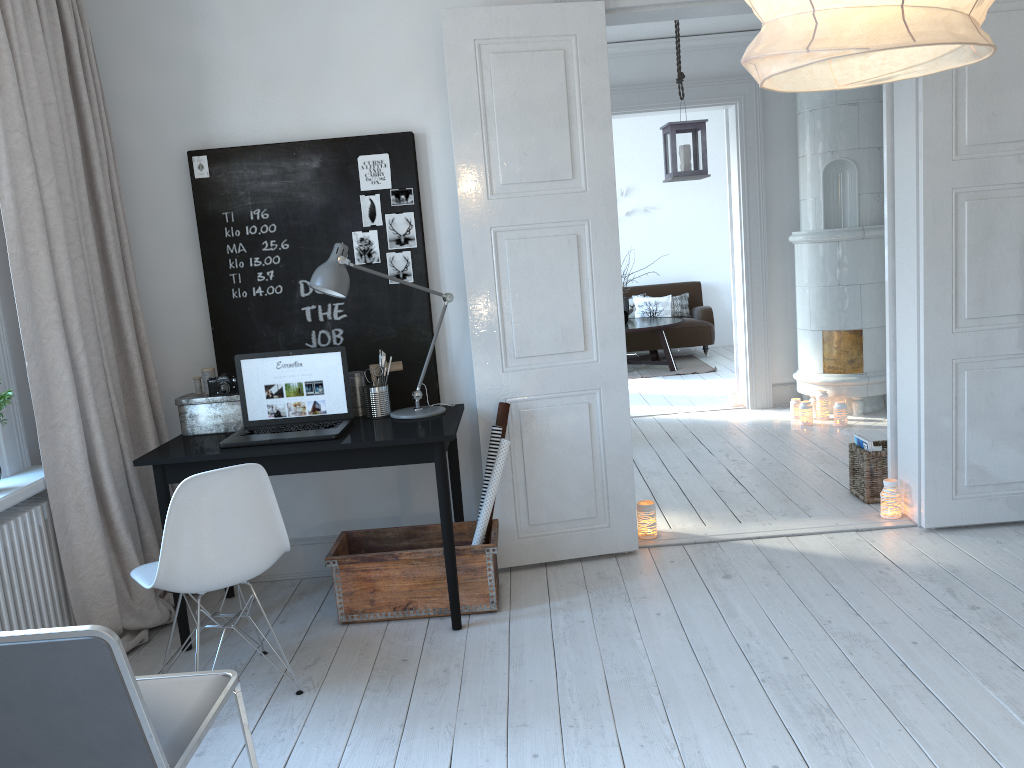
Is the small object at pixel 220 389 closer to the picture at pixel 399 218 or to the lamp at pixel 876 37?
the picture at pixel 399 218

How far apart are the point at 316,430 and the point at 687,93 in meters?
4.5 m

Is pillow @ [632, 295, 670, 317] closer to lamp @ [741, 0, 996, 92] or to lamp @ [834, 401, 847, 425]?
lamp @ [834, 401, 847, 425]

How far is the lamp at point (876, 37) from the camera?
1.1 meters

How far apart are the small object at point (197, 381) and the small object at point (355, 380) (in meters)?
0.64

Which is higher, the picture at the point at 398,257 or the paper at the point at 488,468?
the picture at the point at 398,257

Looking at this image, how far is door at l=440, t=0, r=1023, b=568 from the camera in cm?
361

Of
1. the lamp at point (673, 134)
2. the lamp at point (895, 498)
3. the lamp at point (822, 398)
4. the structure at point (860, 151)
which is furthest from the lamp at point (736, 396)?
the lamp at point (895, 498)

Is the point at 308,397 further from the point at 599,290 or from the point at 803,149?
the point at 803,149

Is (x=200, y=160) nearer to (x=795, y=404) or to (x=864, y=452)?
(x=864, y=452)
